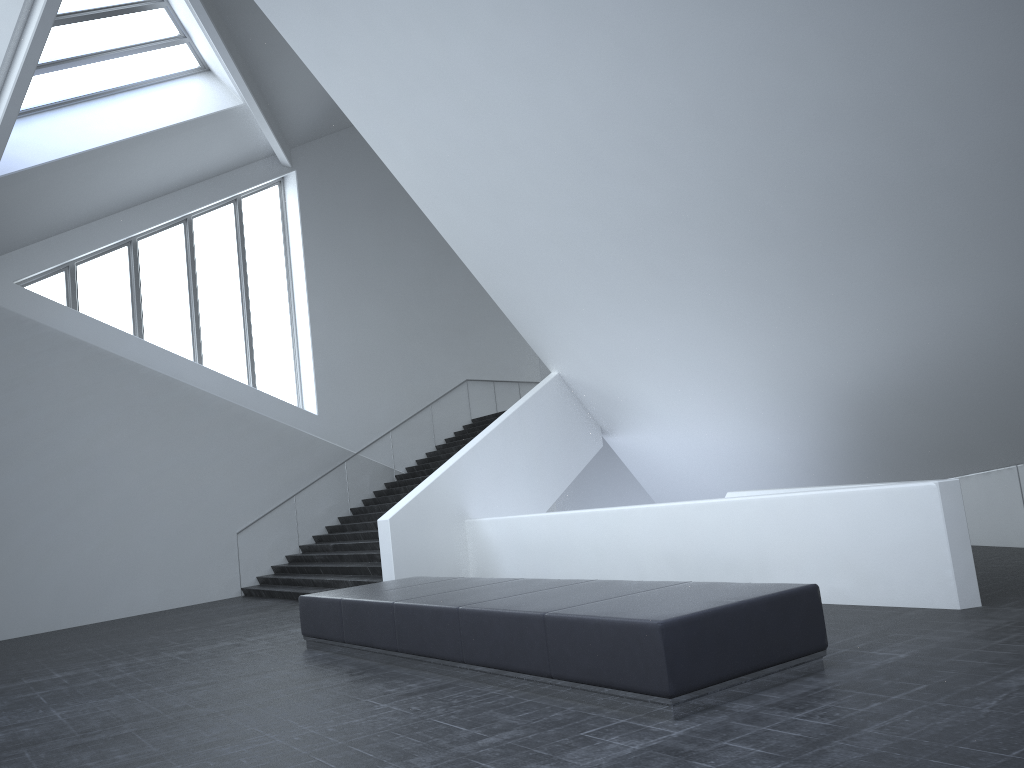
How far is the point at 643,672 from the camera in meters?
5.3 m

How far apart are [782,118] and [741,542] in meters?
4.4

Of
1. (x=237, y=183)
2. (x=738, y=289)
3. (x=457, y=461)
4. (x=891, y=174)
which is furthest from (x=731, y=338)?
(x=237, y=183)

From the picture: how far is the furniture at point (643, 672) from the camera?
5.3 meters

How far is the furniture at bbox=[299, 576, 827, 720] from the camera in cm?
527
